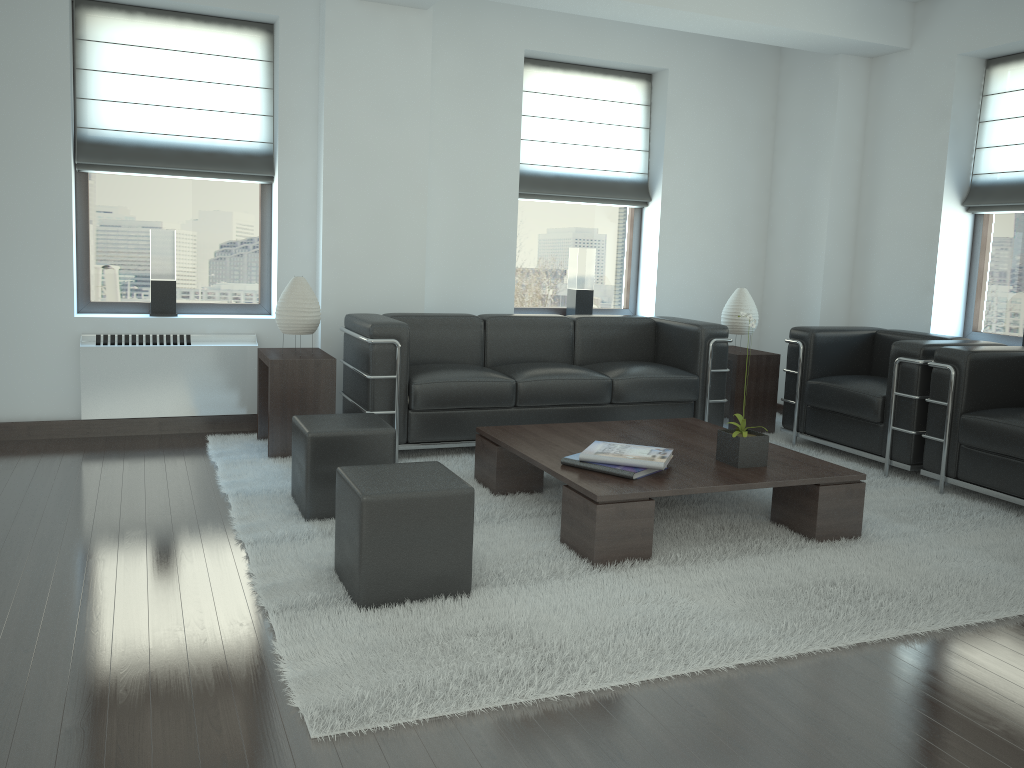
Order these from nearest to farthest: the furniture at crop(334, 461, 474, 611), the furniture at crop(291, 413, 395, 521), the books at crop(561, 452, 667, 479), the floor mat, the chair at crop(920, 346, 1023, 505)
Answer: the floor mat, the furniture at crop(334, 461, 474, 611), the books at crop(561, 452, 667, 479), the furniture at crop(291, 413, 395, 521), the chair at crop(920, 346, 1023, 505)

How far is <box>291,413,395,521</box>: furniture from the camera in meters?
5.6 m

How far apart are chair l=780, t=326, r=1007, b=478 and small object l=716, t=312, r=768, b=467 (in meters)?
2.00

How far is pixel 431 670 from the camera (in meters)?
3.70

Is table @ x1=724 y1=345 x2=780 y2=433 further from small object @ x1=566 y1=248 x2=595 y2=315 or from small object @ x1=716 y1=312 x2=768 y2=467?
small object @ x1=716 y1=312 x2=768 y2=467

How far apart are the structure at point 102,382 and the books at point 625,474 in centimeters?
374cm

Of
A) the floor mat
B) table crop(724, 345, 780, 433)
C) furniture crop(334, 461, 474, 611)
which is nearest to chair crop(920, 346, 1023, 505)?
the floor mat

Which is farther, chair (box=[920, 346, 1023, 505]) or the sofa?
the sofa

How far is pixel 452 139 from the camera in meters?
8.7 m

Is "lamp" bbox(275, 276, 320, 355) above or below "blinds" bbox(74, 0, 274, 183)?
below
